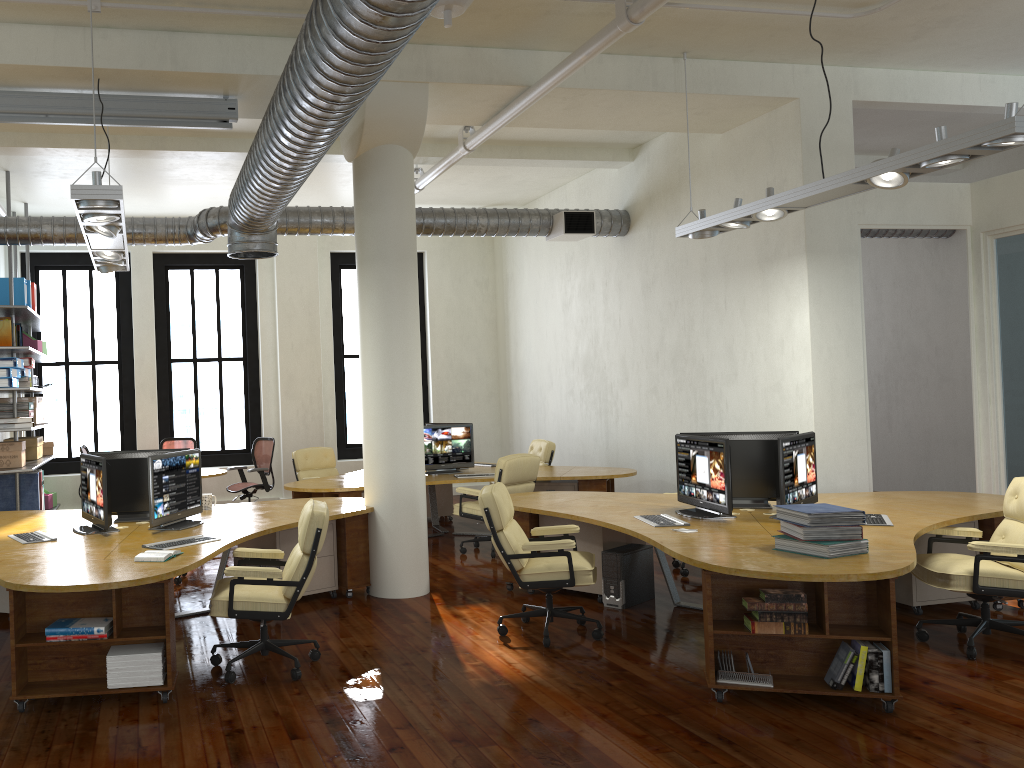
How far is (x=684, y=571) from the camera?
7.6m

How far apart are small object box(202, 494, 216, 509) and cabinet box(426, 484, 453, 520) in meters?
4.6 m

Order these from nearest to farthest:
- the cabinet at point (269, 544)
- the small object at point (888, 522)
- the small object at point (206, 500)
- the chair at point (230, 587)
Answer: the chair at point (230, 587) < the small object at point (888, 522) < the cabinet at point (269, 544) < the small object at point (206, 500)

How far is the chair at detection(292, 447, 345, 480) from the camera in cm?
1113

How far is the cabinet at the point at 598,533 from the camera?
6.8m

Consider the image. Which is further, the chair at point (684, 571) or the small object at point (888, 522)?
the chair at point (684, 571)

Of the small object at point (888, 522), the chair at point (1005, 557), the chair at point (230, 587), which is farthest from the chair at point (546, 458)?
the chair at point (230, 587)

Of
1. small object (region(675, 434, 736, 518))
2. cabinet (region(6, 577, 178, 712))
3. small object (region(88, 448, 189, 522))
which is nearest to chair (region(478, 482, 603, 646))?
small object (region(675, 434, 736, 518))

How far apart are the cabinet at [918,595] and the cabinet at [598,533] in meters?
1.8

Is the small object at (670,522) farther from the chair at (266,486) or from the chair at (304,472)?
the chair at (266,486)
